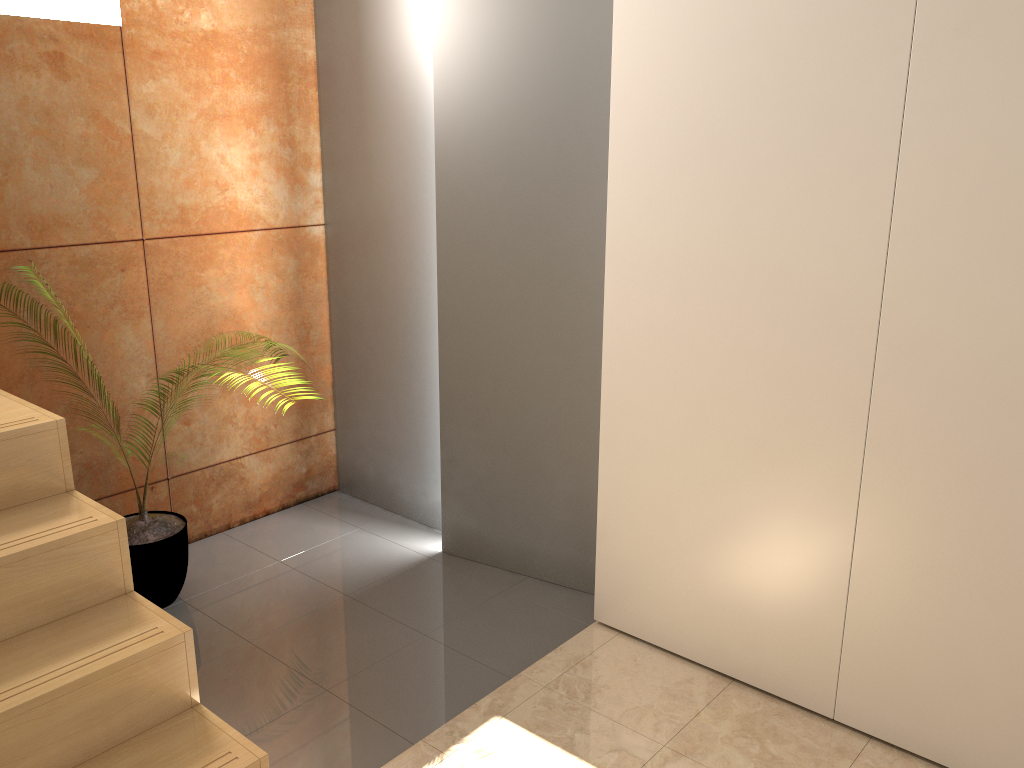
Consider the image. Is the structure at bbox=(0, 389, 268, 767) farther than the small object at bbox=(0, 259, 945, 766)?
No

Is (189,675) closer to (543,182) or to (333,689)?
(333,689)

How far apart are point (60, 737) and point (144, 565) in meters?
1.3

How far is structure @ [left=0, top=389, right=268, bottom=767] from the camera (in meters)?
1.68

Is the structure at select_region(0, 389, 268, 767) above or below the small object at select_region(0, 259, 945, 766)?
above

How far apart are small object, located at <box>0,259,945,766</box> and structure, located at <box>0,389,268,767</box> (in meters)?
0.82

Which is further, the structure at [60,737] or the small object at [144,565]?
the small object at [144,565]

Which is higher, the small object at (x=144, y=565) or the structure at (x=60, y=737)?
the structure at (x=60, y=737)

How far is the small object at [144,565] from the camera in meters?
2.9 m

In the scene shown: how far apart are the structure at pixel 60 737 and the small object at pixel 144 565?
0.82m
